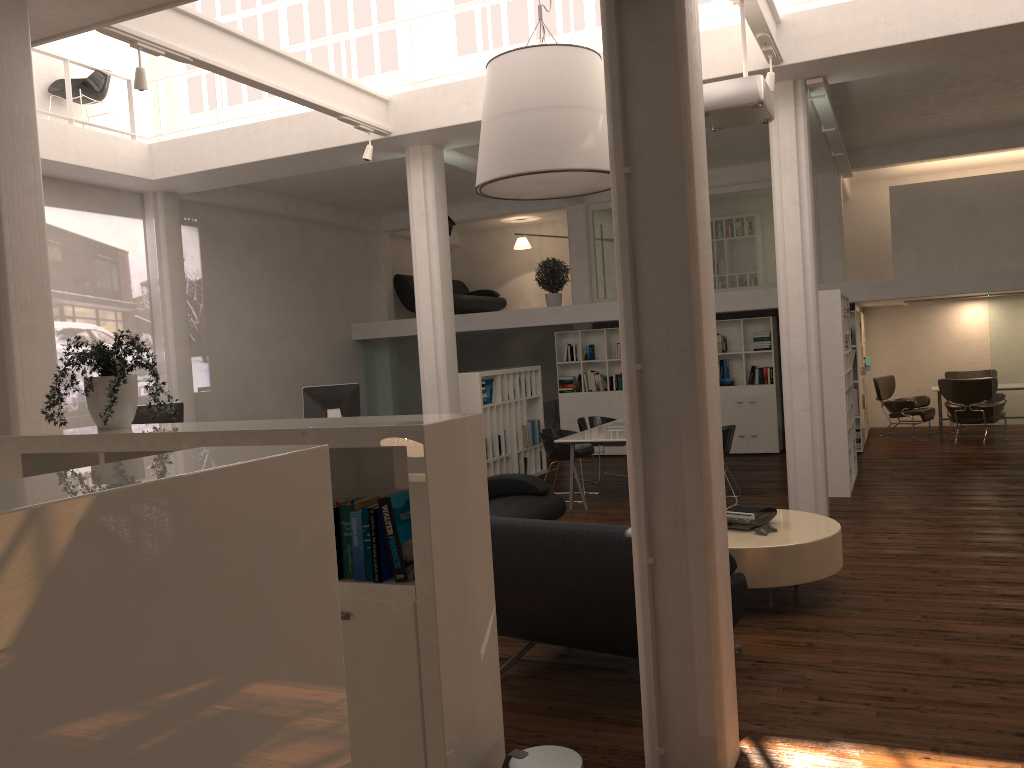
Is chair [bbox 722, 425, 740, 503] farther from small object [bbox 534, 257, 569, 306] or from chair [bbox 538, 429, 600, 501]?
small object [bbox 534, 257, 569, 306]

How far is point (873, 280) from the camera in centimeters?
1477cm

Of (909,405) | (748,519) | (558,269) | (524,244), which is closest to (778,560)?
(748,519)

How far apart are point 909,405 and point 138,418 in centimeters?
1387cm

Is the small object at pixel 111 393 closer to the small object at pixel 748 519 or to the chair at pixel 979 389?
the small object at pixel 748 519

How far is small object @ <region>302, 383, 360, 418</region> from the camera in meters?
13.8

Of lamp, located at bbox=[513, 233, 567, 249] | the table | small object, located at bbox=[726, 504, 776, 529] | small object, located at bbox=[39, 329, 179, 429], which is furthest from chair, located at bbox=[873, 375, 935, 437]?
small object, located at bbox=[39, 329, 179, 429]

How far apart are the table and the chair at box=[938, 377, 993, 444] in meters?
9.5 m

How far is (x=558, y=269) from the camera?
18.5 meters

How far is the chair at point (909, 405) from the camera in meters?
17.2
